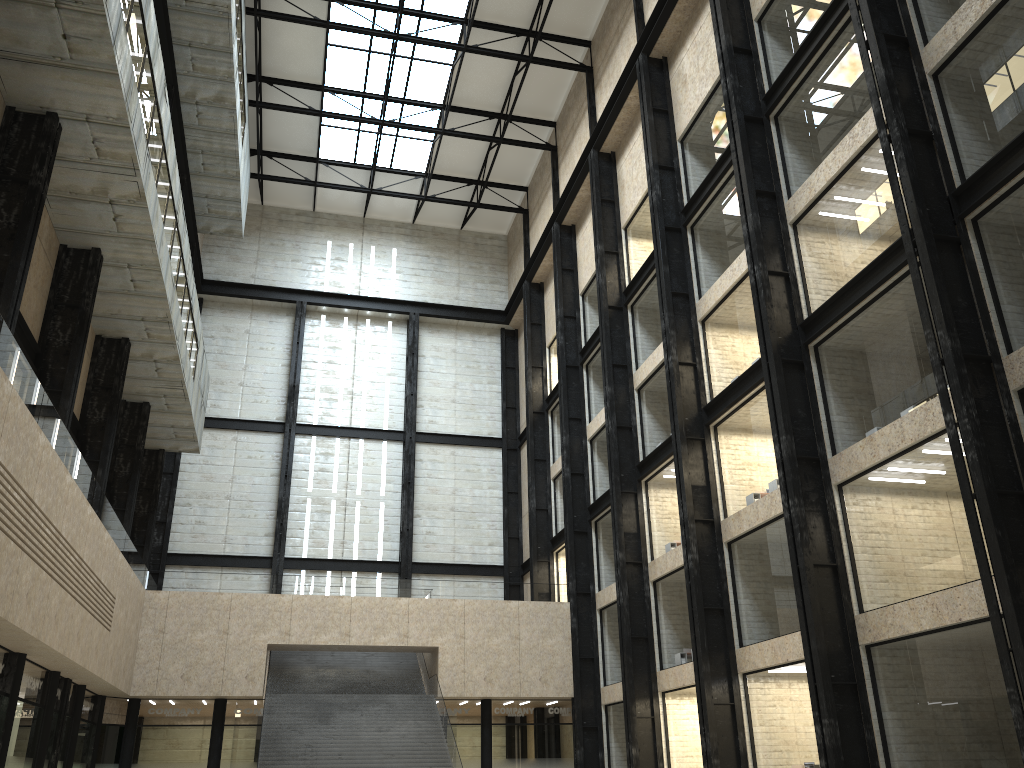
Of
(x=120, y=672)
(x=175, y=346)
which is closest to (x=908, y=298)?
(x=175, y=346)
